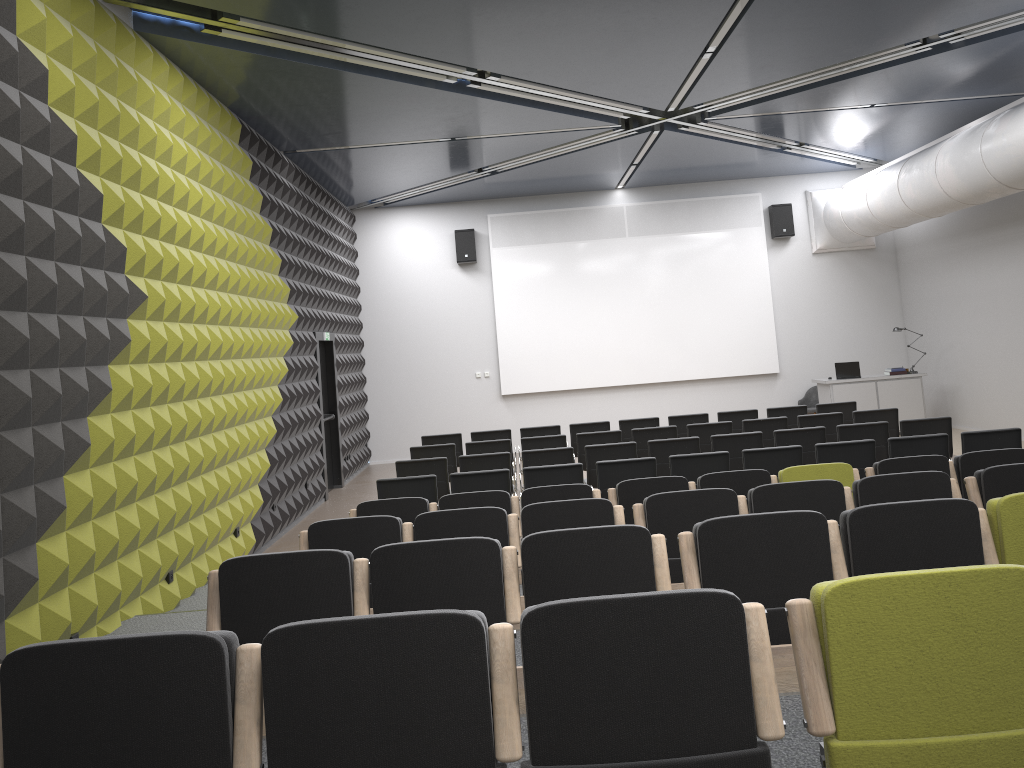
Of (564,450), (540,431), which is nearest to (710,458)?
(564,450)

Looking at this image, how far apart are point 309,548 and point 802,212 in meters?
14.0

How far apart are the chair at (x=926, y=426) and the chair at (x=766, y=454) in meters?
2.0 m

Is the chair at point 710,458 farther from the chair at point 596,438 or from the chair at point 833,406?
the chair at point 833,406

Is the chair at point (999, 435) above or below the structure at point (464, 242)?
below

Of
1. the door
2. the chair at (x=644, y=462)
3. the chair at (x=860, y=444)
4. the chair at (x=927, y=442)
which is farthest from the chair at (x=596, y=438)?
the door

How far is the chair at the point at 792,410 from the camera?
12.03m

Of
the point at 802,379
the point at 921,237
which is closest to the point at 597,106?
the point at 921,237

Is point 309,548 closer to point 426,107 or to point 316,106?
point 316,106

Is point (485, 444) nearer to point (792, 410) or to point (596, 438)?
point (596, 438)
